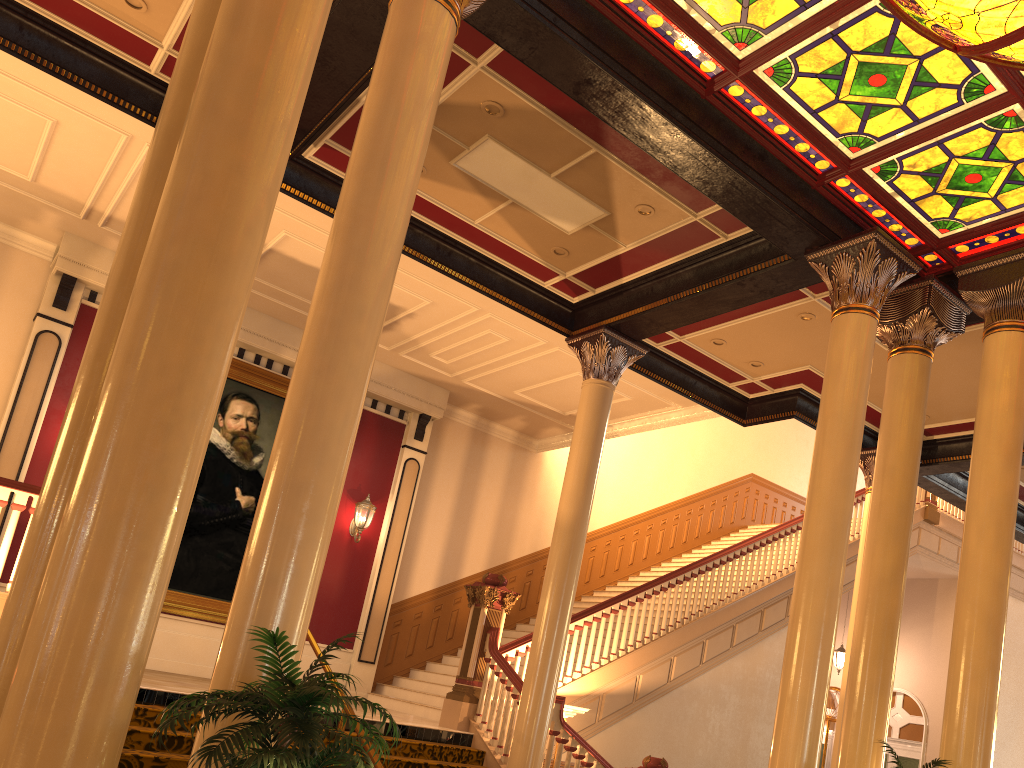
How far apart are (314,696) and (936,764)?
4.3 meters

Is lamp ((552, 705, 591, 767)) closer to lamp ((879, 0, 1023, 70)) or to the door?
lamp ((879, 0, 1023, 70))

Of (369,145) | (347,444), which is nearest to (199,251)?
(347,444)

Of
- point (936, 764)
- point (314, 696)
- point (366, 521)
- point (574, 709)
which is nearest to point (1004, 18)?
point (936, 764)

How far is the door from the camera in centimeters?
1578cm

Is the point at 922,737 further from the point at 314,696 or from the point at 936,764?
the point at 314,696

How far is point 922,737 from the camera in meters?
15.8

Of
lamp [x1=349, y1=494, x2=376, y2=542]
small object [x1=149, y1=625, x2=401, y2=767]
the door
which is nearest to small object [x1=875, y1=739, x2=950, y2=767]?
small object [x1=149, y1=625, x2=401, y2=767]

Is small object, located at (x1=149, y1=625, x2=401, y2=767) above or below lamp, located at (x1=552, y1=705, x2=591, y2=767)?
below

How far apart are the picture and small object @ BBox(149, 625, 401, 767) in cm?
840
